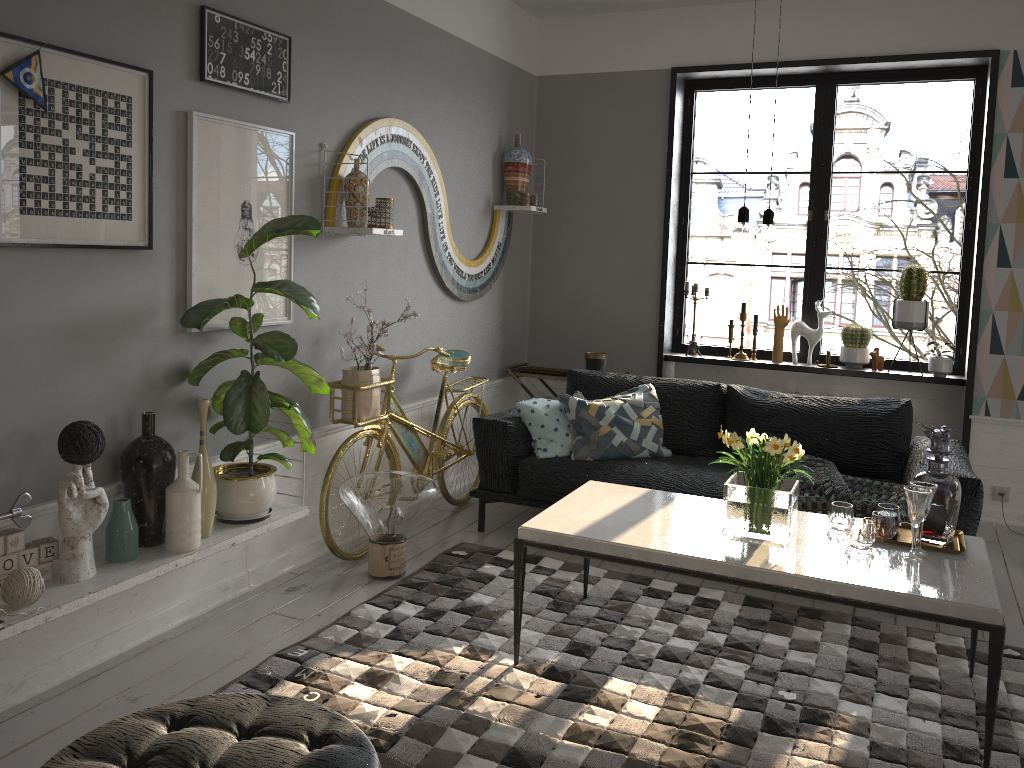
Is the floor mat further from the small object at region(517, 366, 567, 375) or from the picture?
the small object at region(517, 366, 567, 375)

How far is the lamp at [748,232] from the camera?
2.8m

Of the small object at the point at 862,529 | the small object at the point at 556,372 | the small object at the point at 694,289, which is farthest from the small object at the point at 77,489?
the small object at the point at 694,289

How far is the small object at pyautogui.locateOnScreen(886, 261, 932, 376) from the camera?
5.0 meters

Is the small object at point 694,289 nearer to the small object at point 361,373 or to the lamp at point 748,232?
the small object at point 361,373

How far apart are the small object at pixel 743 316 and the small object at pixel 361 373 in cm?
236

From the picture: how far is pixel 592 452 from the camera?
4.4m

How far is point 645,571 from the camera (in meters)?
4.09

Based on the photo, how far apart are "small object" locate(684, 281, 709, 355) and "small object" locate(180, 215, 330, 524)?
3.0m

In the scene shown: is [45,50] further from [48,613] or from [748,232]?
[748,232]
